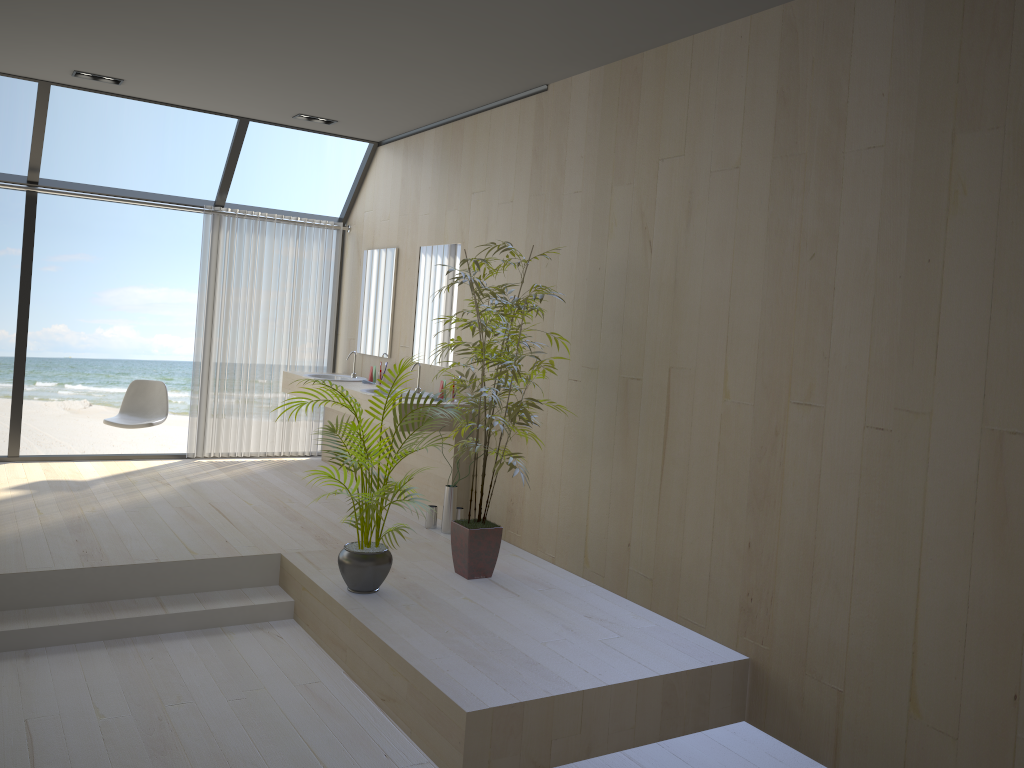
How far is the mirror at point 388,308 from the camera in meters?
7.0

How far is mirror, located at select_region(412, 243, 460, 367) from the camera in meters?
6.2

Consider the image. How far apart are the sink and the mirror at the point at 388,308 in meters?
0.2 m

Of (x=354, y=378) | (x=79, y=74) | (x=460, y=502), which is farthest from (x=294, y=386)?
(x=79, y=74)

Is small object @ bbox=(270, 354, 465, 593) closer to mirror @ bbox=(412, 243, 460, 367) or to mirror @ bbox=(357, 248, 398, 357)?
mirror @ bbox=(412, 243, 460, 367)

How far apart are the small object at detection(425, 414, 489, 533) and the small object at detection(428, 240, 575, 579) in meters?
0.8

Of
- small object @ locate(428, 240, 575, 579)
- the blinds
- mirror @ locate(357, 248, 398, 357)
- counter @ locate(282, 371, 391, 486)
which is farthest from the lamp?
small object @ locate(428, 240, 575, 579)

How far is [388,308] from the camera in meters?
7.0 m

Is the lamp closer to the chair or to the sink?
the chair

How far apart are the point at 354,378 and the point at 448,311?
1.36m
